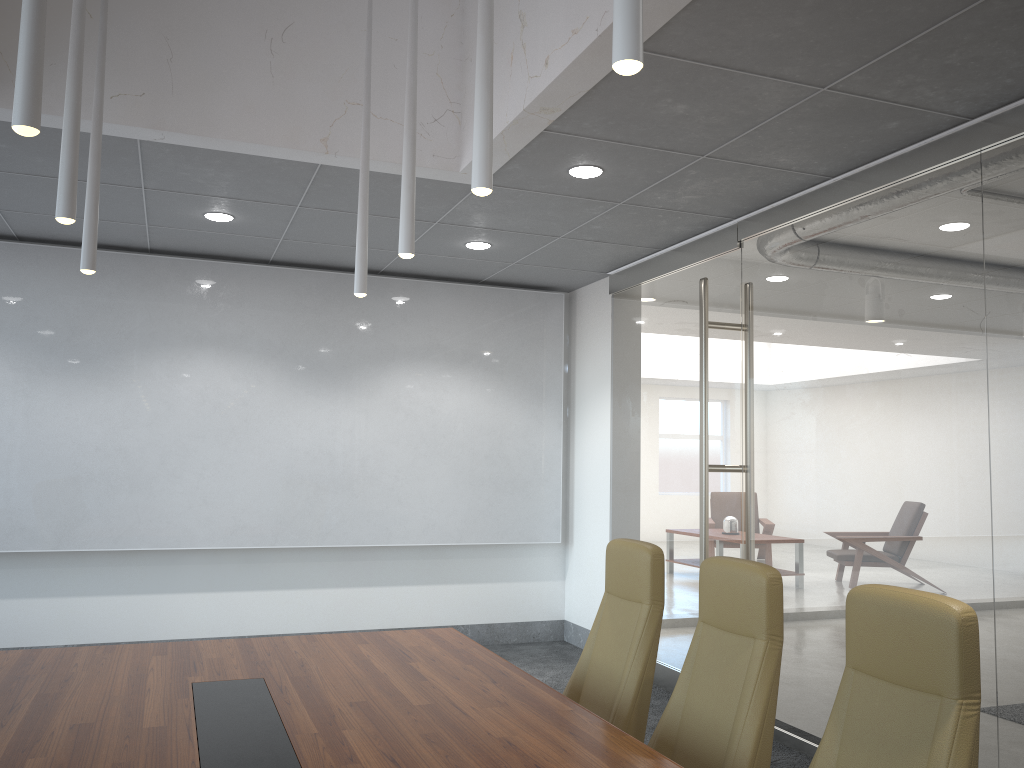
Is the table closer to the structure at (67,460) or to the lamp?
the lamp

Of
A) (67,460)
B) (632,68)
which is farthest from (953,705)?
(67,460)

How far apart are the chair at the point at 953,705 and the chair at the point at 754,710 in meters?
0.3 m

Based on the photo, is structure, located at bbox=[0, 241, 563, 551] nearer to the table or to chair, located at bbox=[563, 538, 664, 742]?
the table

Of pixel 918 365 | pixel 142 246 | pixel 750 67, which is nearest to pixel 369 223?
pixel 142 246

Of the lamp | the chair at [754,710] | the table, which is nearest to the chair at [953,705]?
the chair at [754,710]

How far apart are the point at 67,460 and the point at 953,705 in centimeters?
678cm

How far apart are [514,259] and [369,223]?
1.5m

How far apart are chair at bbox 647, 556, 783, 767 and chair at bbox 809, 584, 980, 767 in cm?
32

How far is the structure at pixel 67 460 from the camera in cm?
716
